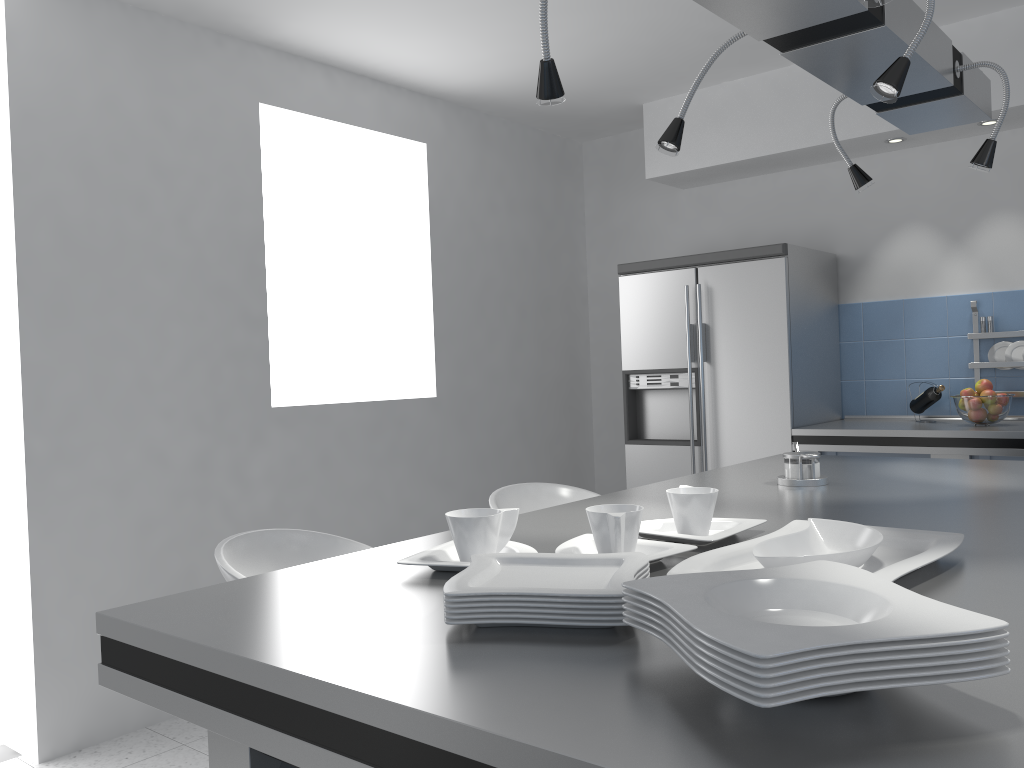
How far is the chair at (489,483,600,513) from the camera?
2.91m

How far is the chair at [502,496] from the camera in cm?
291

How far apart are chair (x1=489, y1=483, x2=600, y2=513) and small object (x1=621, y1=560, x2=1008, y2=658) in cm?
183

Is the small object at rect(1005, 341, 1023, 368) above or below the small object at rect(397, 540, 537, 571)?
above

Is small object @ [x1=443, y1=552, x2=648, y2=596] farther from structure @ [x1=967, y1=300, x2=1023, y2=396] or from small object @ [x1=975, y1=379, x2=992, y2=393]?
structure @ [x1=967, y1=300, x2=1023, y2=396]

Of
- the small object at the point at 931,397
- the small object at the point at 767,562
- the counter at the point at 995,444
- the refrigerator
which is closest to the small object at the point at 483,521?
the small object at the point at 767,562

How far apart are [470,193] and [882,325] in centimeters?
224cm

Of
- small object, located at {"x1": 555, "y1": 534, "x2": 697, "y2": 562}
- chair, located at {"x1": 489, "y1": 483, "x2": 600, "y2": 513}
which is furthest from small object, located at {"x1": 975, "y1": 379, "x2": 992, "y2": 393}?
small object, located at {"x1": 555, "y1": 534, "x2": 697, "y2": 562}

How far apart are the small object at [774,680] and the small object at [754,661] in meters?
0.0

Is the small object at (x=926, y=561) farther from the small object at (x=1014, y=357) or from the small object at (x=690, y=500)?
the small object at (x=1014, y=357)
